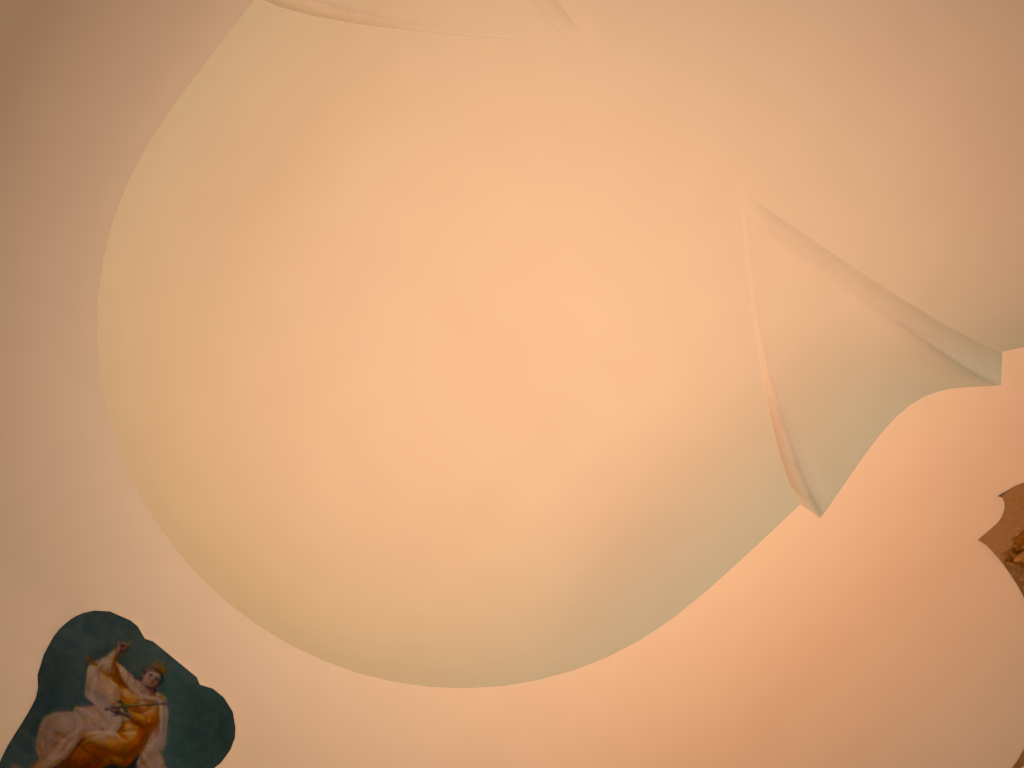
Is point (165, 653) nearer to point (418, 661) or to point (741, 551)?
point (418, 661)

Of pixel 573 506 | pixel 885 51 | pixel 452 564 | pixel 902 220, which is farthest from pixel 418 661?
pixel 885 51

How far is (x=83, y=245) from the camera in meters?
5.6 m

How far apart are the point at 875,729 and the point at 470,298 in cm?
417
